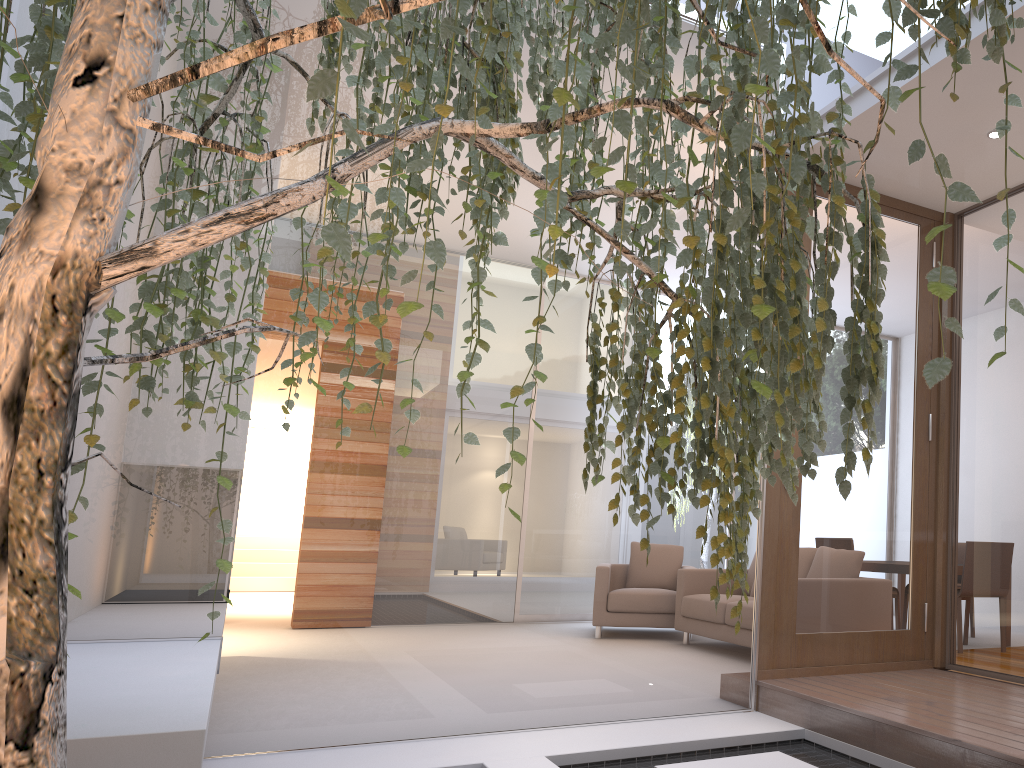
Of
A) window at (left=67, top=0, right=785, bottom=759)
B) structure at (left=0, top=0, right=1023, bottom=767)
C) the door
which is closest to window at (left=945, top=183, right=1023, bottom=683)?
the door

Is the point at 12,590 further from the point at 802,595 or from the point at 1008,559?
the point at 1008,559

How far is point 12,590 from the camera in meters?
0.9

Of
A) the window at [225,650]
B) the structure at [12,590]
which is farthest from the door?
the structure at [12,590]

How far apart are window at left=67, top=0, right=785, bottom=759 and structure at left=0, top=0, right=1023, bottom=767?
1.1m

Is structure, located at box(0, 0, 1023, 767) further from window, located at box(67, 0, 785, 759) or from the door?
the door

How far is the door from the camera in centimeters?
376cm

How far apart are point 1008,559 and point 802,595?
0.9m

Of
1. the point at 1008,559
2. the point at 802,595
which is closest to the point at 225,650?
the point at 802,595

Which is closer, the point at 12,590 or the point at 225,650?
the point at 12,590
